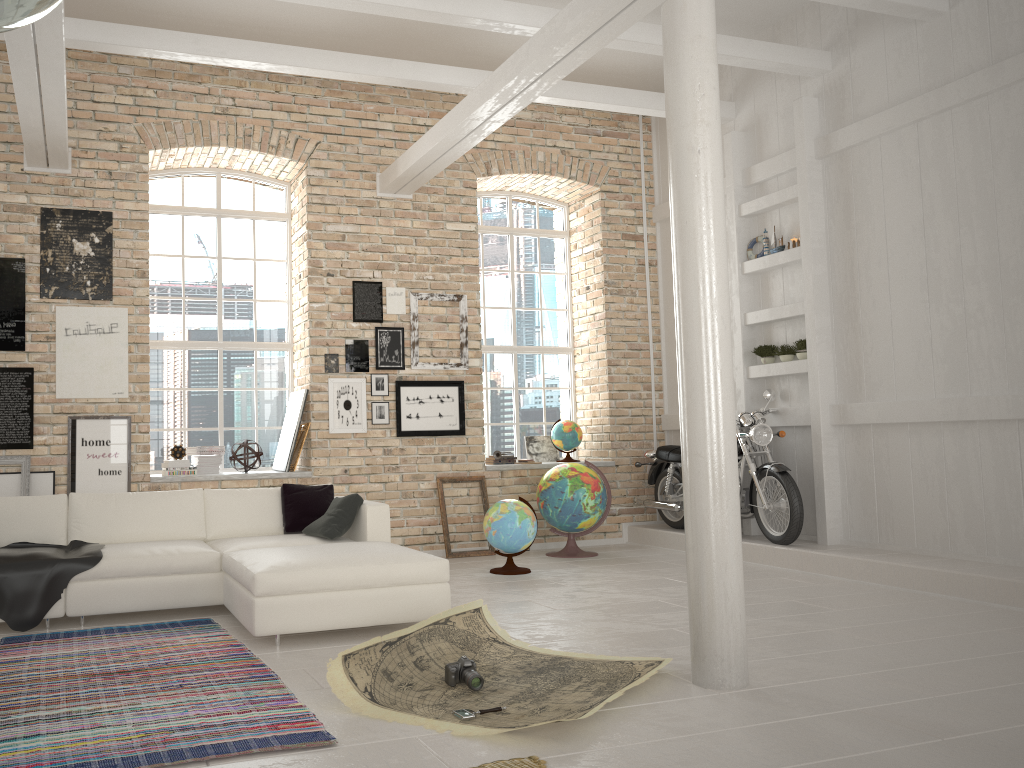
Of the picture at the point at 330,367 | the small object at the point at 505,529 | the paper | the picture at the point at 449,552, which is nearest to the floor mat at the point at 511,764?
the paper

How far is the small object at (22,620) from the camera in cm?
519

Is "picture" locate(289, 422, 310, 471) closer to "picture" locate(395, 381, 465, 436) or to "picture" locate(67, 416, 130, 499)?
"picture" locate(395, 381, 465, 436)

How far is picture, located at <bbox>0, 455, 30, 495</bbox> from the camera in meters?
7.1

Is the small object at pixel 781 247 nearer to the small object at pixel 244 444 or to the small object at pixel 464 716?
the small object at pixel 244 444

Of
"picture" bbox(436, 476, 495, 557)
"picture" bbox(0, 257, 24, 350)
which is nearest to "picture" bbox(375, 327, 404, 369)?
"picture" bbox(436, 476, 495, 557)

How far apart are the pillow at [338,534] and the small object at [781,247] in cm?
447

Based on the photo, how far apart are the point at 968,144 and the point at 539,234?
4.4m

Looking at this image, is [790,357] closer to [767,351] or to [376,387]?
[767,351]

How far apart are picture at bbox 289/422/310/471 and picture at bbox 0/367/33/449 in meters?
2.3 m
